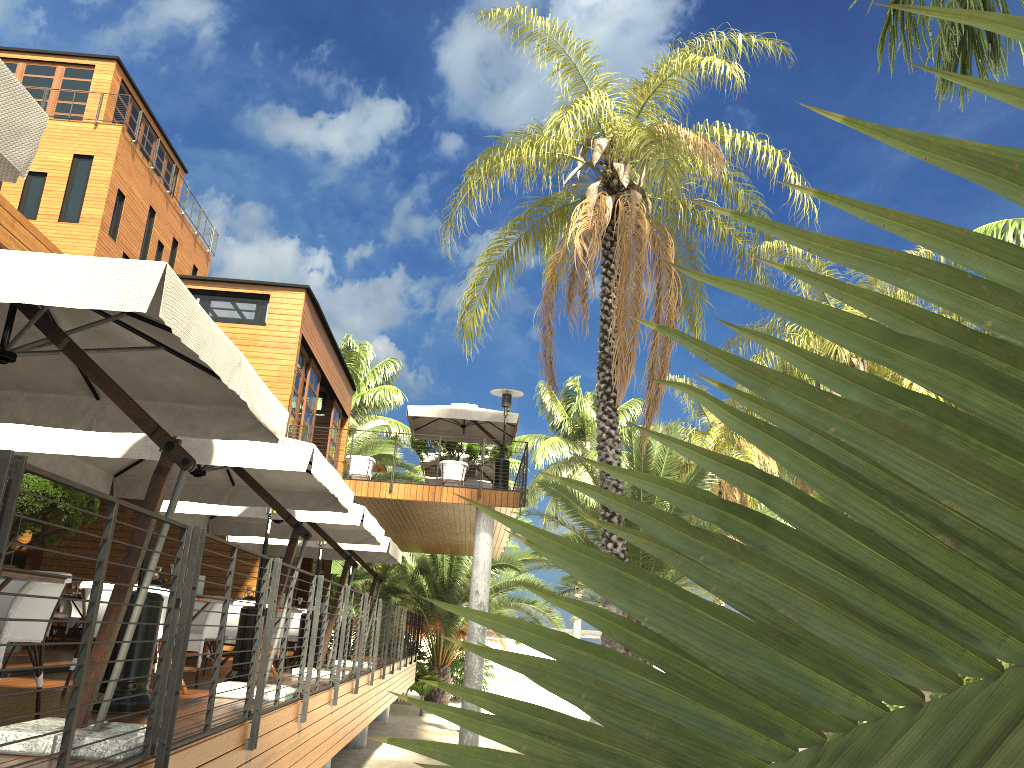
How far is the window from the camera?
16.2 meters

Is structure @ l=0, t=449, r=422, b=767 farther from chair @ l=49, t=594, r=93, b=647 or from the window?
the window

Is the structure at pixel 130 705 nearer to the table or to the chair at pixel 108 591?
the chair at pixel 108 591

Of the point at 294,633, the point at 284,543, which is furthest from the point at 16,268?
the point at 294,633

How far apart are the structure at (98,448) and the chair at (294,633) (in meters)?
4.71

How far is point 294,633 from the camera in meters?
12.9

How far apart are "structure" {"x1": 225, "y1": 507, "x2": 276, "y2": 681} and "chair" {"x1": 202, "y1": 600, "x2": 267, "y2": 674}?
0.8m

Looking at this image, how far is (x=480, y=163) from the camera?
15.07m

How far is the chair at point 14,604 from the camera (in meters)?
4.49

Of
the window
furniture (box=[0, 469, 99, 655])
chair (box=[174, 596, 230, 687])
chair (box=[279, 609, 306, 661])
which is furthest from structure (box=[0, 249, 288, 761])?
the window
